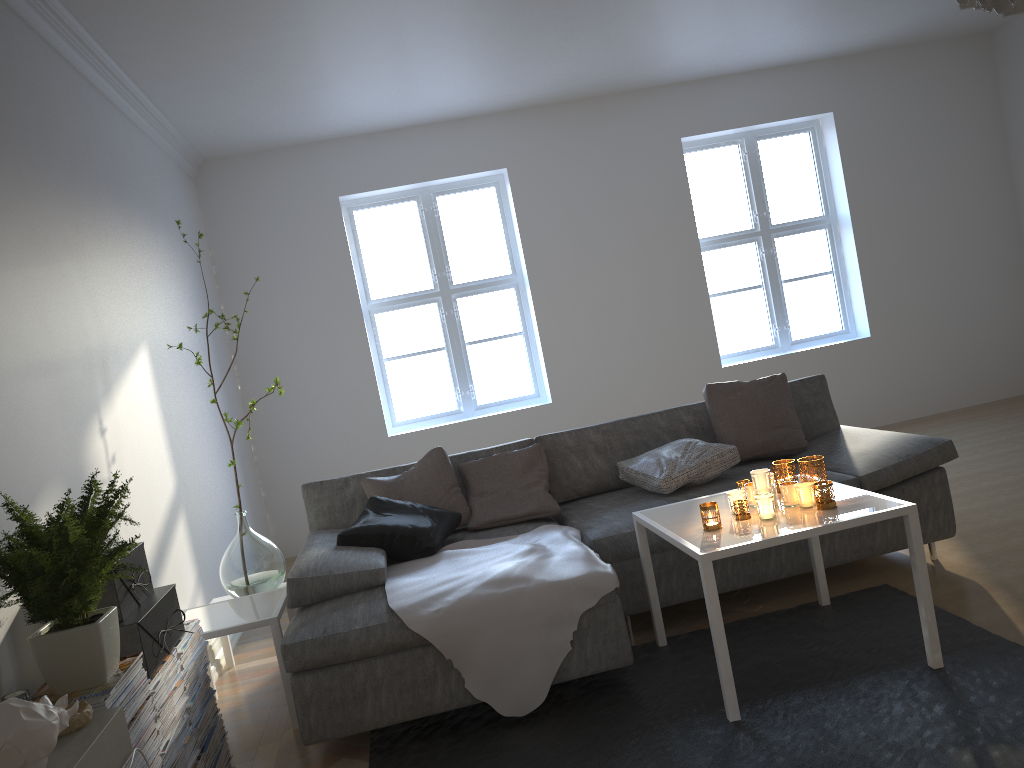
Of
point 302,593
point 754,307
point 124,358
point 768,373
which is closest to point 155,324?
point 124,358

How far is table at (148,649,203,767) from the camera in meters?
2.4 m

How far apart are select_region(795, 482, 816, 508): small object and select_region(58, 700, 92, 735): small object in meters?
2.1 m

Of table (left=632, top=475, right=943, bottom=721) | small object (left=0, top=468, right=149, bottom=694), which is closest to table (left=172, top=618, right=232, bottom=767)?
small object (left=0, top=468, right=149, bottom=694)

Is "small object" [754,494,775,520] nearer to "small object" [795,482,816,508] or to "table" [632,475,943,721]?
"table" [632,475,943,721]

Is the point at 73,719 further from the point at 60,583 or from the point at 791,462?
the point at 791,462

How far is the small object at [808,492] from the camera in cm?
278

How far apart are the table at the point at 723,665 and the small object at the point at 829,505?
0.02m

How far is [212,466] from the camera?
4.8m

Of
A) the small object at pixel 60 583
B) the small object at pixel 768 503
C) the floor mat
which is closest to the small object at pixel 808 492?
the small object at pixel 768 503
